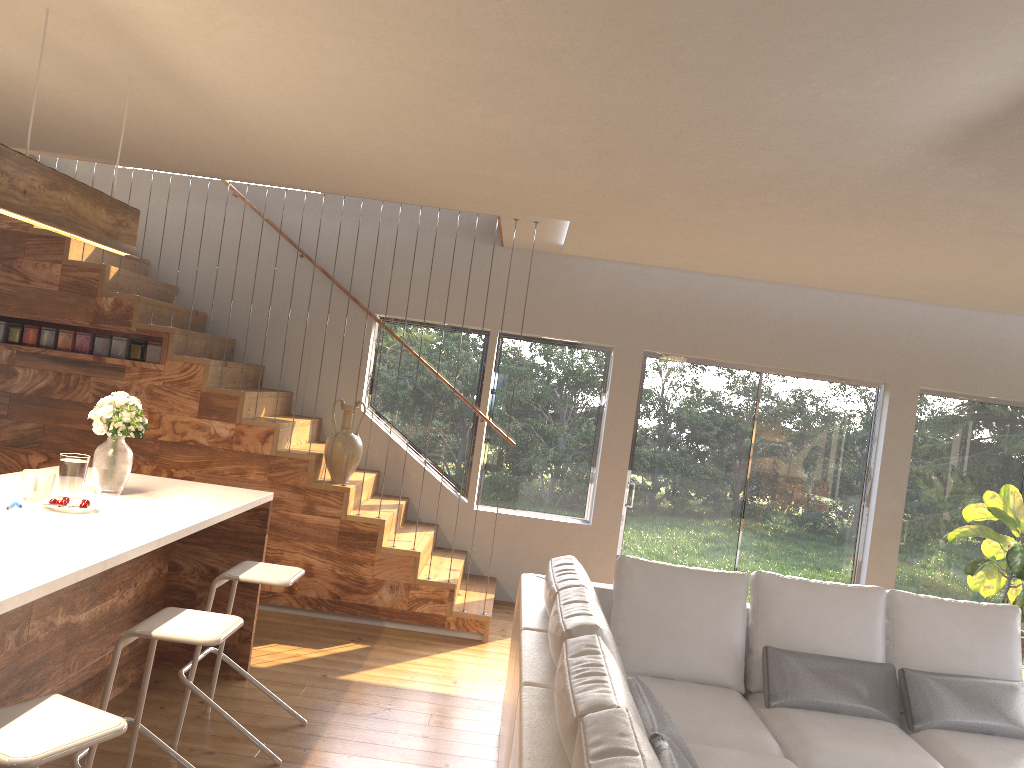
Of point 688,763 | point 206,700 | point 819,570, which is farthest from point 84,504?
point 819,570

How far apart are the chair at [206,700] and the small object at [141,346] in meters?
2.5 m

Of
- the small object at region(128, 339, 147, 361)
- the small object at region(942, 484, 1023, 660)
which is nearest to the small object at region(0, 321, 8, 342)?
the small object at region(128, 339, 147, 361)

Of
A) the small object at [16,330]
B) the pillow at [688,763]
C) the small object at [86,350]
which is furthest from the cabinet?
the small object at [16,330]

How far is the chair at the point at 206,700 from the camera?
3.7m

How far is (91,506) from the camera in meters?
3.5 m

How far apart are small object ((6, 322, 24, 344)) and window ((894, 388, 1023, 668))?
6.74m

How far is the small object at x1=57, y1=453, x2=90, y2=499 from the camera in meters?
3.6

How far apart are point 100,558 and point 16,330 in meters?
3.9 m

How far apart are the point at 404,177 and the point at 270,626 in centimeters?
289cm
